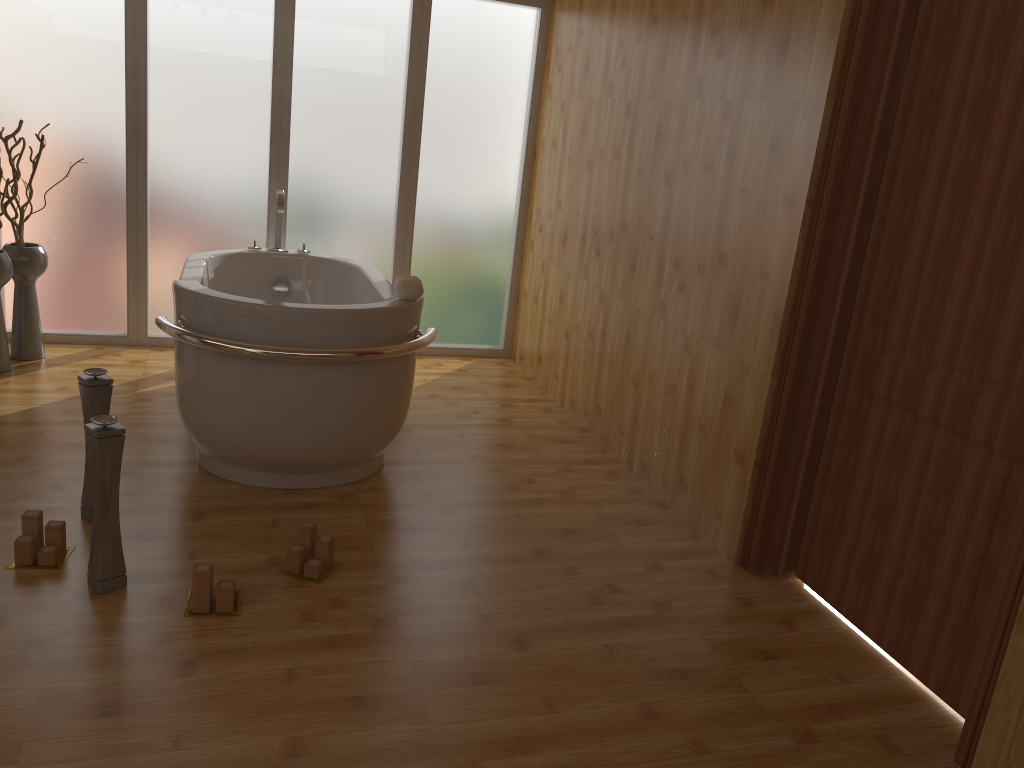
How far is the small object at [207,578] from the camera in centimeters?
230cm

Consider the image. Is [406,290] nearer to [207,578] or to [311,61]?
[207,578]

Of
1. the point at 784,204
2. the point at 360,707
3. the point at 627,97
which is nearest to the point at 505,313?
the point at 627,97

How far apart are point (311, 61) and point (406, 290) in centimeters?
209cm

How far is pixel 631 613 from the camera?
2.6m

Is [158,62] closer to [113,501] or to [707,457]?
[113,501]

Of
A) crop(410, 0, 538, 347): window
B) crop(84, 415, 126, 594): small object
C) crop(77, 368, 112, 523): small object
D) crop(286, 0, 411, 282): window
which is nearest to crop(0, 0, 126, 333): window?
crop(286, 0, 411, 282): window

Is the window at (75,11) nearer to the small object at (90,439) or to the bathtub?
the bathtub

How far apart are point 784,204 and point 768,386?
0.6 meters

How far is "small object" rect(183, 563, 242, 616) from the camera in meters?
2.3 m
